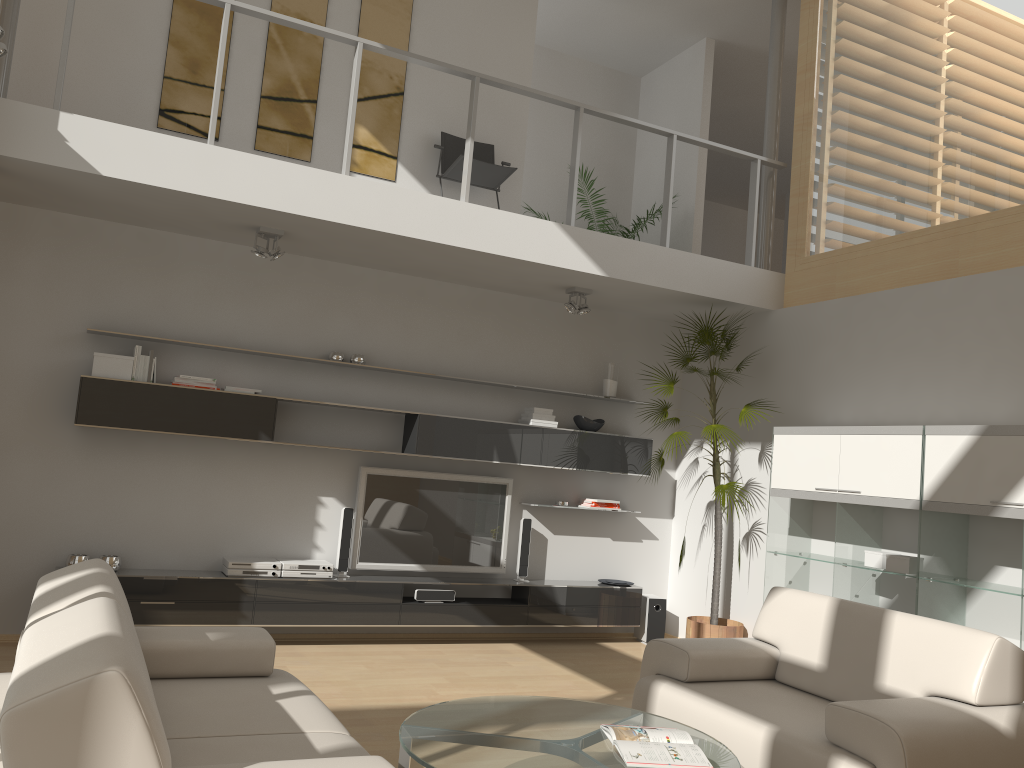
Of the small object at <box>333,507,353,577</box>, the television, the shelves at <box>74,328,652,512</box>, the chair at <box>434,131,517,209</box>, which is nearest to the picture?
the chair at <box>434,131,517,209</box>

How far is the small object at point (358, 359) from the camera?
6.32m

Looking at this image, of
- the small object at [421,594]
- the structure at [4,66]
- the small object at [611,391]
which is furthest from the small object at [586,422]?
the structure at [4,66]

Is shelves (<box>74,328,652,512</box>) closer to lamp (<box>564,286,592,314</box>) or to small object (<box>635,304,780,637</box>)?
small object (<box>635,304,780,637</box>)

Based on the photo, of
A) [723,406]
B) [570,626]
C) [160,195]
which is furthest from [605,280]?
[160,195]

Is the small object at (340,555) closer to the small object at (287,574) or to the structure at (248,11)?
the small object at (287,574)

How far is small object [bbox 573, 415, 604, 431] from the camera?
7.0 meters

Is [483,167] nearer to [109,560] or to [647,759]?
[109,560]

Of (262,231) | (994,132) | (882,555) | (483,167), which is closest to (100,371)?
(262,231)

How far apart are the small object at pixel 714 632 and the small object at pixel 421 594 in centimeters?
179cm
